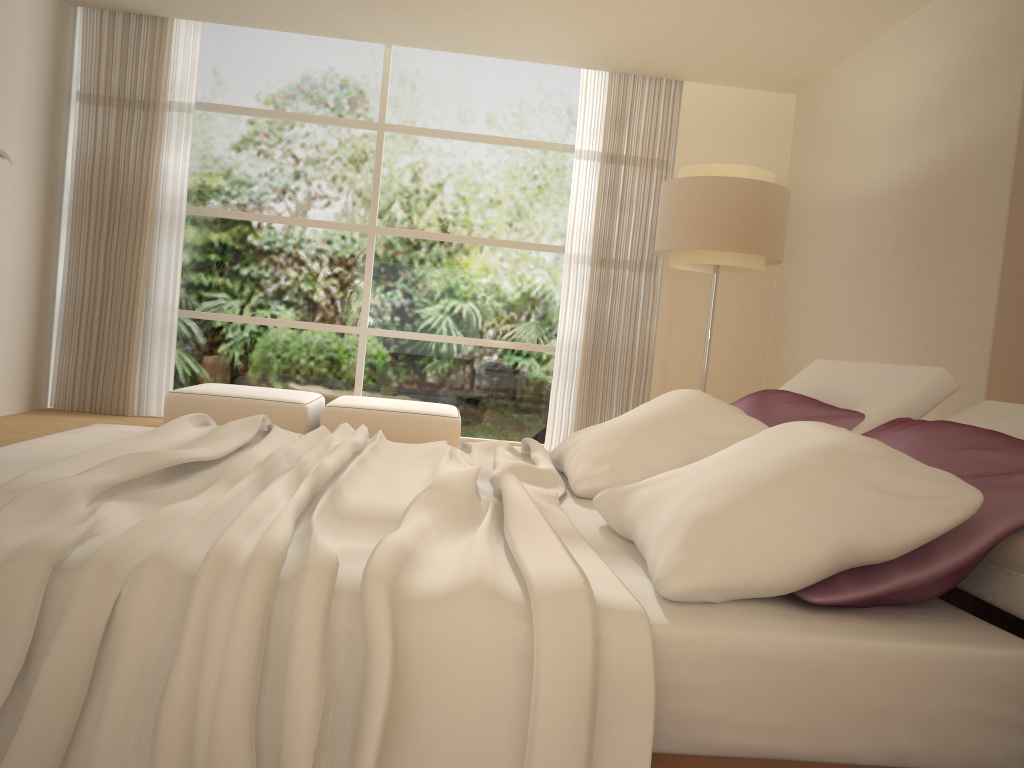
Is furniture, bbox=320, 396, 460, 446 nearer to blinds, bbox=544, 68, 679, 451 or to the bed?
blinds, bbox=544, 68, 679, 451

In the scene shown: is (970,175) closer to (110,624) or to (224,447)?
(224,447)

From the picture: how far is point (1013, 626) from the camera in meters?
2.3 m

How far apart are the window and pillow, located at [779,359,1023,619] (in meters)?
4.32

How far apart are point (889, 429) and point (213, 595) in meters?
1.5

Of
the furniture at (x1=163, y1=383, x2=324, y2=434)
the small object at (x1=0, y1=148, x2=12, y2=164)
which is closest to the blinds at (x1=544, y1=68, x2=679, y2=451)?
the furniture at (x1=163, y1=383, x2=324, y2=434)

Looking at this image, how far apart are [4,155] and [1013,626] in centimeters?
474cm

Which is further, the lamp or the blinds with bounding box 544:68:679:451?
the blinds with bounding box 544:68:679:451

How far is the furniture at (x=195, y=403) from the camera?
5.9 meters

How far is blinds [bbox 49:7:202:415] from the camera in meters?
6.8 m
